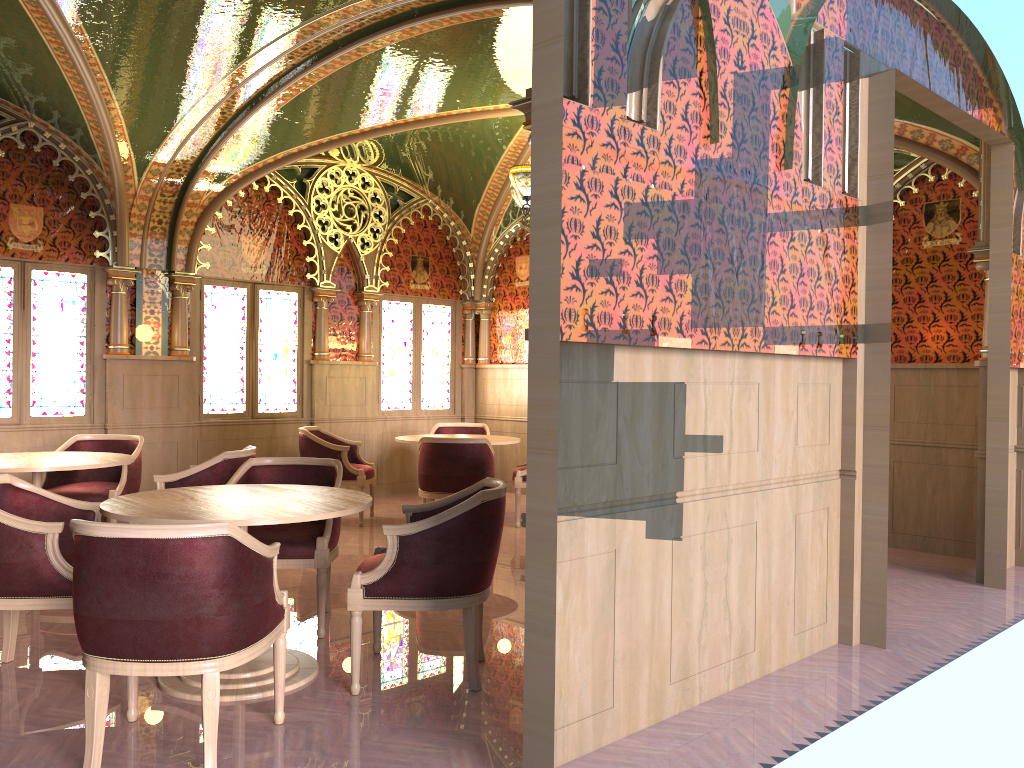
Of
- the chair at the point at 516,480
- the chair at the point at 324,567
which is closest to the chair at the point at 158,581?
the chair at the point at 324,567

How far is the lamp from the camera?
6.9m

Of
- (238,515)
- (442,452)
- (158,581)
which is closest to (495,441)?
(442,452)

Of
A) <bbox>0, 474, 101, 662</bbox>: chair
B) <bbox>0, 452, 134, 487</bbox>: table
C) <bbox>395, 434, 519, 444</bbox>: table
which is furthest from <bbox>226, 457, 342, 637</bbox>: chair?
<bbox>395, 434, 519, 444</bbox>: table

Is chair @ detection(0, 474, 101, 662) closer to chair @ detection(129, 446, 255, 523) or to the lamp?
chair @ detection(129, 446, 255, 523)

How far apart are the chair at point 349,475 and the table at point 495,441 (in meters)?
0.43

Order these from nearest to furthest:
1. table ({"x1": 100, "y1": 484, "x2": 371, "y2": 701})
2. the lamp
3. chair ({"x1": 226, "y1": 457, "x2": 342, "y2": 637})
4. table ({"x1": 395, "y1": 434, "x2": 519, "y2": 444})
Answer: table ({"x1": 100, "y1": 484, "x2": 371, "y2": 701}) < chair ({"x1": 226, "y1": 457, "x2": 342, "y2": 637}) < the lamp < table ({"x1": 395, "y1": 434, "x2": 519, "y2": 444})

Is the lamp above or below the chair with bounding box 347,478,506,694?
above

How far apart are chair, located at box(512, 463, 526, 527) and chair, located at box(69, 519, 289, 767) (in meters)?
4.60

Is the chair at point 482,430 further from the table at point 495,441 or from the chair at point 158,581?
the chair at point 158,581
